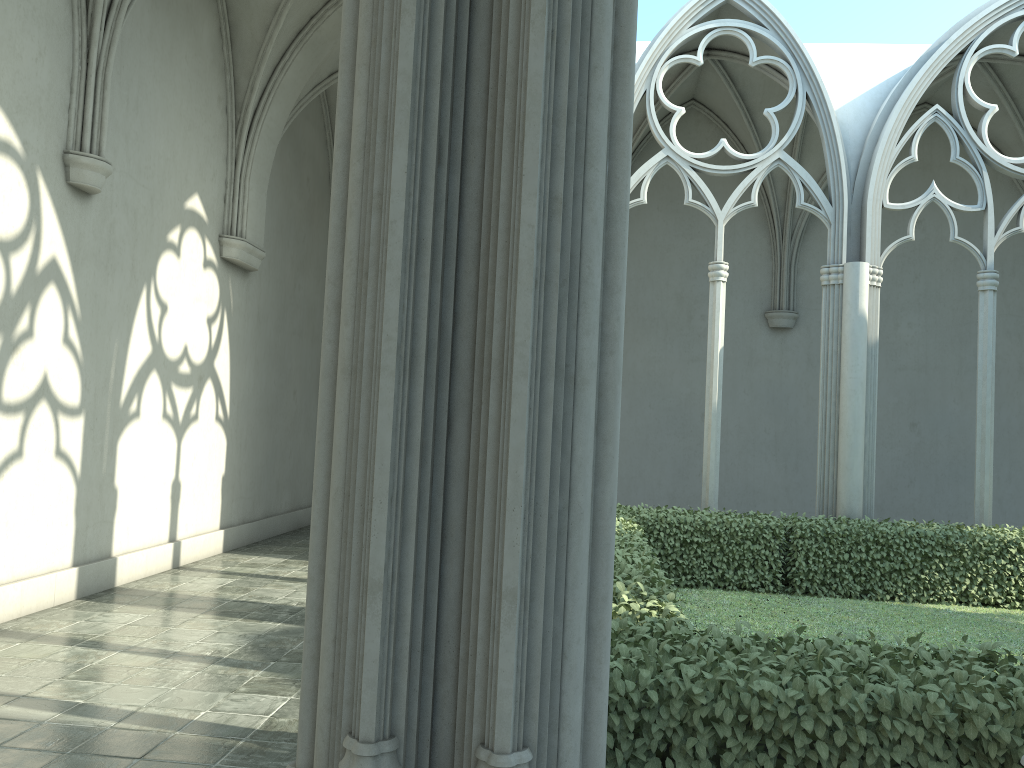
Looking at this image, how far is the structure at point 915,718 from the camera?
3.2m

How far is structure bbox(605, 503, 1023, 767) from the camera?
3.2 meters

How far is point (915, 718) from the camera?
3.20m

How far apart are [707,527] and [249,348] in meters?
6.7
